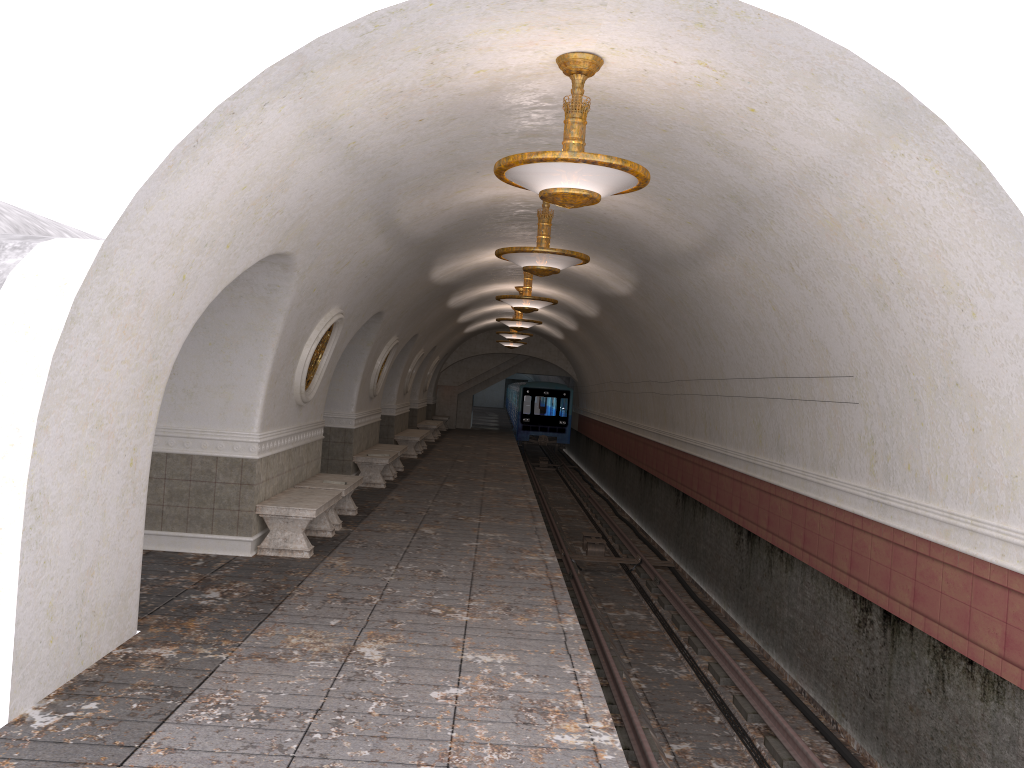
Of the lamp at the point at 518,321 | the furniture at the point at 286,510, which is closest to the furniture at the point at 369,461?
the lamp at the point at 518,321

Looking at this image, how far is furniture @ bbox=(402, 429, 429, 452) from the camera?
23.9m

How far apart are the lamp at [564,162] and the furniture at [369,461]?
9.5m

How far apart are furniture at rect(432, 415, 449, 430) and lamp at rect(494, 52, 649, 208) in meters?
27.5

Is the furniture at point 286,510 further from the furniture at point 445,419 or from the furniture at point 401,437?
the furniture at point 445,419

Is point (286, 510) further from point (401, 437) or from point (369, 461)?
point (401, 437)

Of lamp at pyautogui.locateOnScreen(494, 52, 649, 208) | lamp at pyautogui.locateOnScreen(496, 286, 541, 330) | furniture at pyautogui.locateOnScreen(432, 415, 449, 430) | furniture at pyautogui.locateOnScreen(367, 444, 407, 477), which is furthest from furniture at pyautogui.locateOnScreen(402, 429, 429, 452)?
Answer: lamp at pyautogui.locateOnScreen(494, 52, 649, 208)

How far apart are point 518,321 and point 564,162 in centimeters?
1337cm

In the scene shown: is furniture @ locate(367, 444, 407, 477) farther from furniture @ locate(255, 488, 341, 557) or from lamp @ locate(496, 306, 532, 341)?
lamp @ locate(496, 306, 532, 341)

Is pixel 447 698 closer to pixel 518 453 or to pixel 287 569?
pixel 287 569
